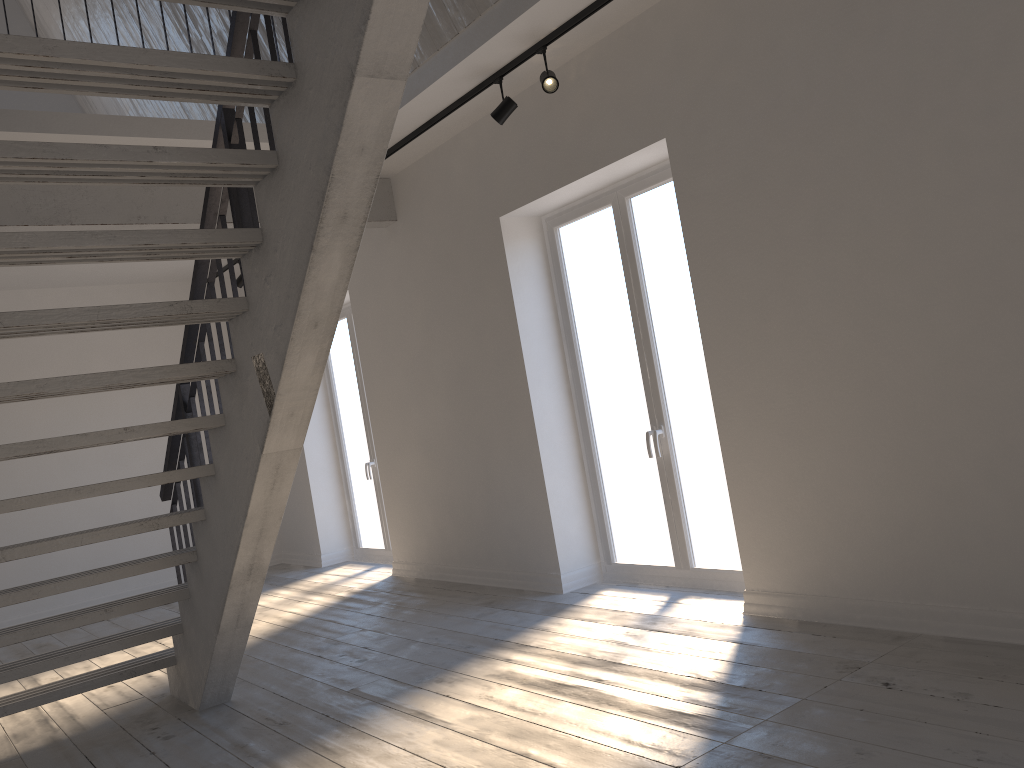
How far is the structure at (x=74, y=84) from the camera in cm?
234

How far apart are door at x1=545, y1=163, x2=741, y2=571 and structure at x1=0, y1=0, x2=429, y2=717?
1.41m

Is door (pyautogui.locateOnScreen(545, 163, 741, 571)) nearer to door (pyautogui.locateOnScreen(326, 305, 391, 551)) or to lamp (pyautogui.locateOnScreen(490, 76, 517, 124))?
lamp (pyautogui.locateOnScreen(490, 76, 517, 124))

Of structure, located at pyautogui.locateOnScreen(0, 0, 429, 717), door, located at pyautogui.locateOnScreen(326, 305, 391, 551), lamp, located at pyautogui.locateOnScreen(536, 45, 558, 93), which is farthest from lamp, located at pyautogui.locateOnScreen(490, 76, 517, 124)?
door, located at pyautogui.locateOnScreen(326, 305, 391, 551)

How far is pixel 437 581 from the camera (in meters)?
6.54

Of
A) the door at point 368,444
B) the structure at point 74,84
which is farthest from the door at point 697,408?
the door at point 368,444

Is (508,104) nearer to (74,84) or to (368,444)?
(74,84)

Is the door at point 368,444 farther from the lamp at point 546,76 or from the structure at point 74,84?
the lamp at point 546,76

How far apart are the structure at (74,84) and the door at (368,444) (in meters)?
1.64

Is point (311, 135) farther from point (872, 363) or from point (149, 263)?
point (149, 263)
